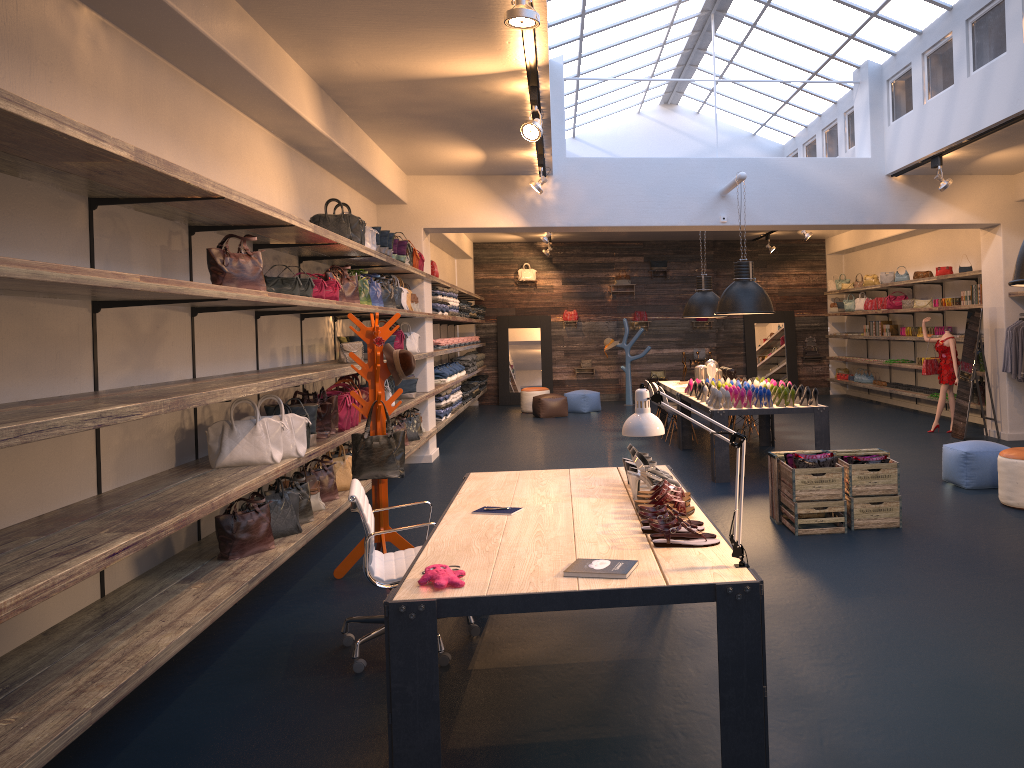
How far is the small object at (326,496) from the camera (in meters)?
6.61

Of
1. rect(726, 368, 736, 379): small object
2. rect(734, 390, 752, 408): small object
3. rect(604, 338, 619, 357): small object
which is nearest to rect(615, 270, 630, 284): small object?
rect(604, 338, 619, 357): small object

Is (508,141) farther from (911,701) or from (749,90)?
(911,701)

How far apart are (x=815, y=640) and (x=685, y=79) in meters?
8.4

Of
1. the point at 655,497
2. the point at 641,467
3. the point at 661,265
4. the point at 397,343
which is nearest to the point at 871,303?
the point at 661,265

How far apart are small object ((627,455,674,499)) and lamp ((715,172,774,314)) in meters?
5.5

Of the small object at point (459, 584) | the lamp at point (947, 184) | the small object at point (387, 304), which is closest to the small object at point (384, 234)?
the small object at point (387, 304)

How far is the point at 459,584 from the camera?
2.99m

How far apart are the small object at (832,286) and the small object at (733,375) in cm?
806

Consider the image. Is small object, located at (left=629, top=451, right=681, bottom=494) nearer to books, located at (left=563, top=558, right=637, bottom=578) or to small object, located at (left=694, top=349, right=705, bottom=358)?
books, located at (left=563, top=558, right=637, bottom=578)
